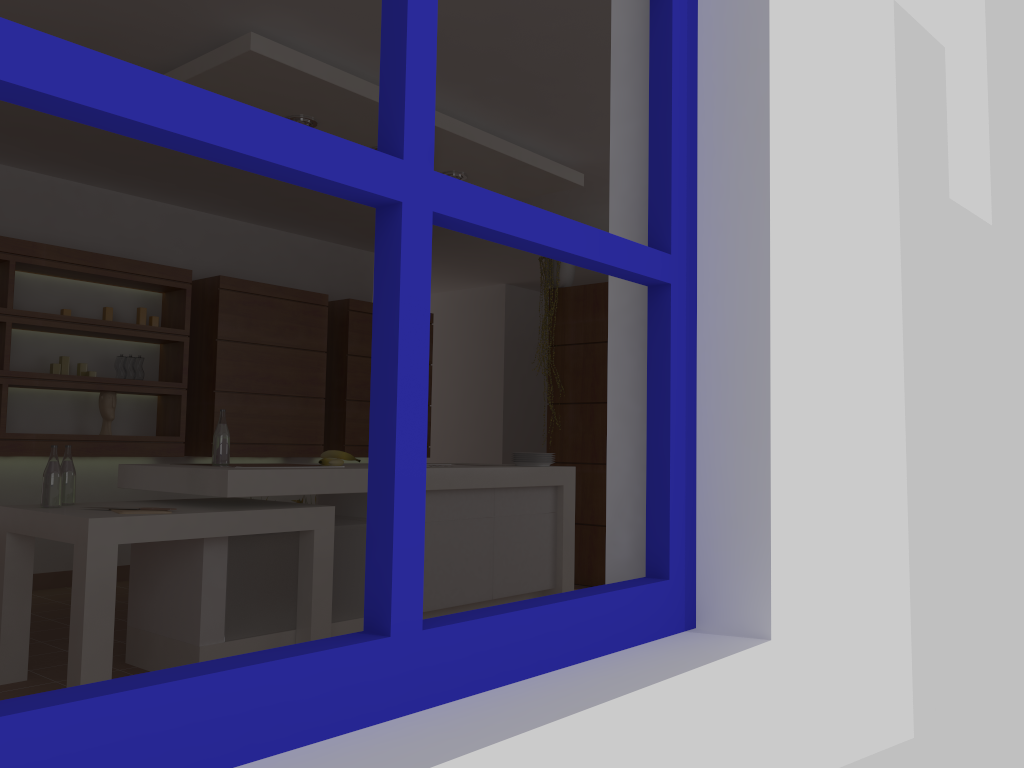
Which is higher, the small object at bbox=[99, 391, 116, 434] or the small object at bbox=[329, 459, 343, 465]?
the small object at bbox=[99, 391, 116, 434]

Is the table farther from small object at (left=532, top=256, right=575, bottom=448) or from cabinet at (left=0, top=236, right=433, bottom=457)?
small object at (left=532, top=256, right=575, bottom=448)

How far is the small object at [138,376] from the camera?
5.5 meters

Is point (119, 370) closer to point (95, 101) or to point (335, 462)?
point (335, 462)

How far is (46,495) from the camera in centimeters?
325cm

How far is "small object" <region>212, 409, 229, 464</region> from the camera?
3.6 meters

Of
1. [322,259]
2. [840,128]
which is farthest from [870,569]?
[322,259]

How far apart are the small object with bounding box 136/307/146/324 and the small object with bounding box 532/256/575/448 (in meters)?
2.59

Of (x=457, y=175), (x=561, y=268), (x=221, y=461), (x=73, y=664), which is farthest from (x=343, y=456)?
(x=561, y=268)

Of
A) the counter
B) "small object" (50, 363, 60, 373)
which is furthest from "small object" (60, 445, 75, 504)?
"small object" (50, 363, 60, 373)
